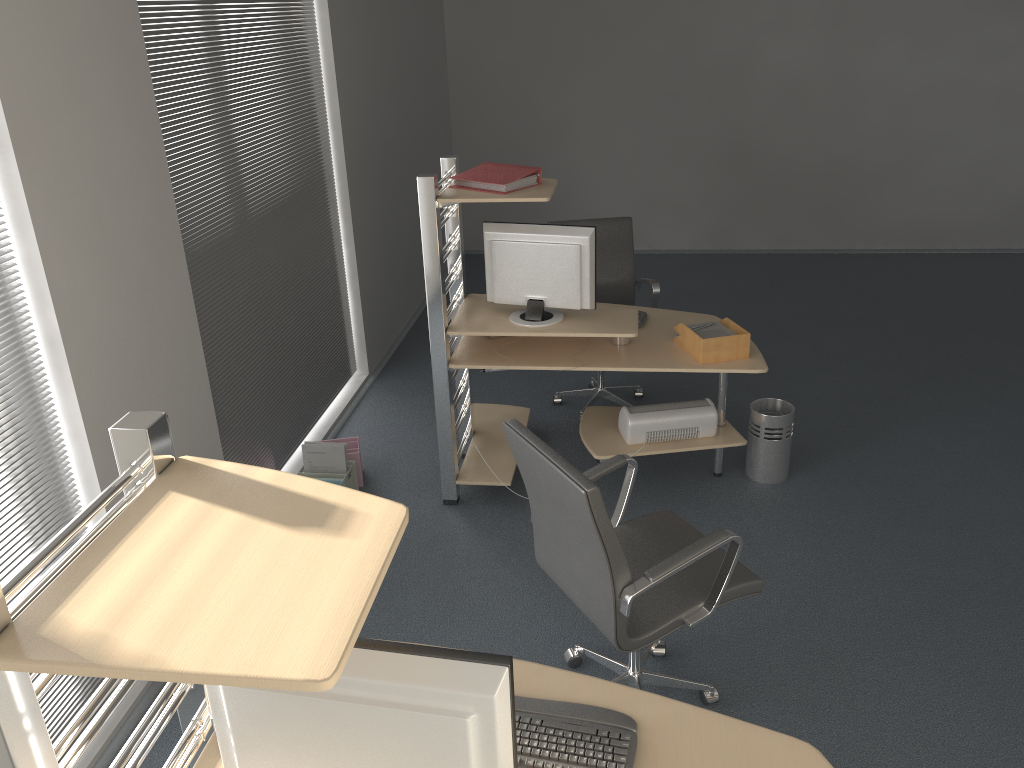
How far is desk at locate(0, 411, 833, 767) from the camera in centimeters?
113cm

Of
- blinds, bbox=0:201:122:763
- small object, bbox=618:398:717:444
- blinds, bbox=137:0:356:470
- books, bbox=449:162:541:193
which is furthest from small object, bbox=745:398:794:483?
blinds, bbox=0:201:122:763

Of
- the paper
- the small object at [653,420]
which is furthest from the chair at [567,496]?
the paper

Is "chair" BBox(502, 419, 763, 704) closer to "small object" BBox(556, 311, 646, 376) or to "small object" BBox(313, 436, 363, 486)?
"small object" BBox(556, 311, 646, 376)

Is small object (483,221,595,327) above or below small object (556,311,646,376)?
above

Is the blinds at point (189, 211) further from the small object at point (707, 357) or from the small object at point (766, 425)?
the small object at point (766, 425)

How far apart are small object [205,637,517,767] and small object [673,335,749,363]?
2.7 meters

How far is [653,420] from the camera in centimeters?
410cm

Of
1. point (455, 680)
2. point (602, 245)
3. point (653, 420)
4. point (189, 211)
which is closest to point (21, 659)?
point (455, 680)

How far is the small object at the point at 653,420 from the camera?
4.1m
